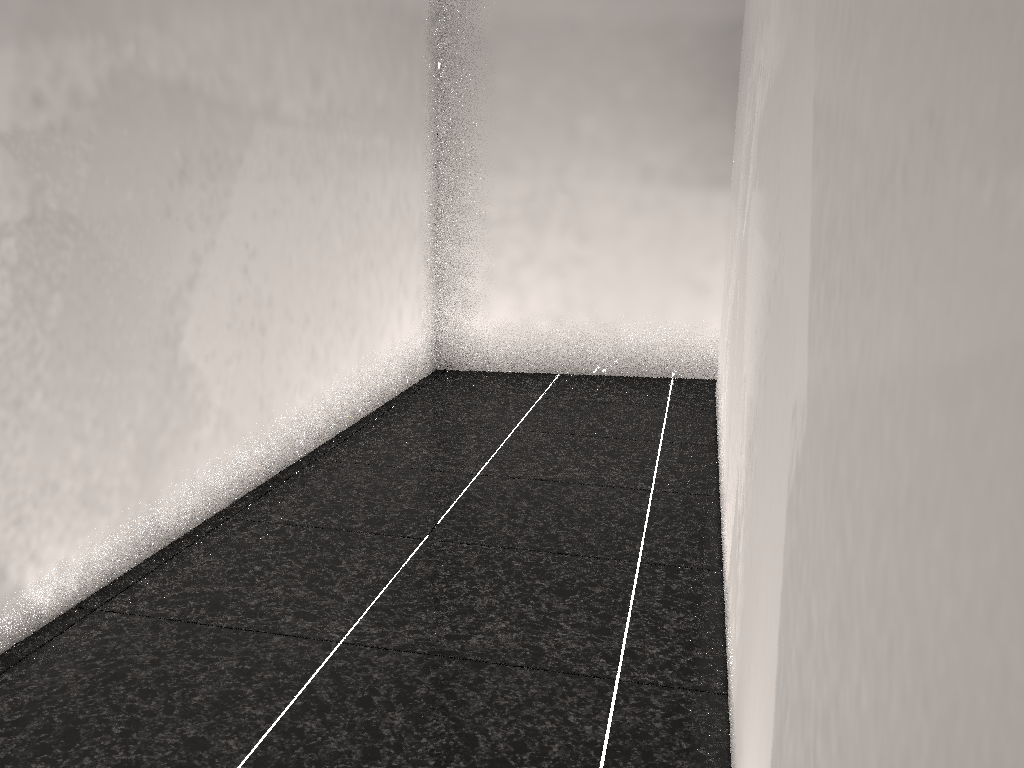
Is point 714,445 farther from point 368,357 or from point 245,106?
point 245,106

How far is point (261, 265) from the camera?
2.8m

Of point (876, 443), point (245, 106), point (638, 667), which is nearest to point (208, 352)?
point (245, 106)
